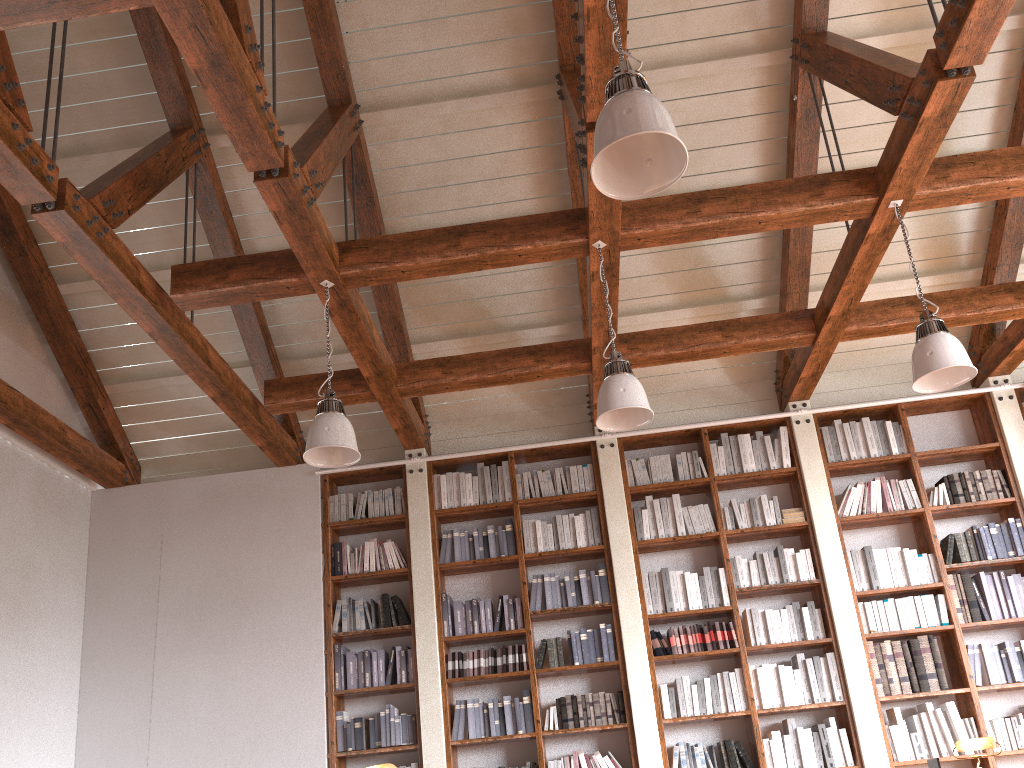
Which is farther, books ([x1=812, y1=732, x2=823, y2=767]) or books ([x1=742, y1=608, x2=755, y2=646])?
books ([x1=742, y1=608, x2=755, y2=646])

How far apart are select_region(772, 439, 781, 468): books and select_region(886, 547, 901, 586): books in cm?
102

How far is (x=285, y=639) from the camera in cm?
637

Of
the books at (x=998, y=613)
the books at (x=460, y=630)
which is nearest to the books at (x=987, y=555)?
the books at (x=998, y=613)

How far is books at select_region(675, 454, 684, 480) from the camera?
6.67m

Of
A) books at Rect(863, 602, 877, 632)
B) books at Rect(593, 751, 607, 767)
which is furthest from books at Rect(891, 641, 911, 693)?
books at Rect(593, 751, 607, 767)

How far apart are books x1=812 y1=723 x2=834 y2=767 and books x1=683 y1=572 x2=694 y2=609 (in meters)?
1.10

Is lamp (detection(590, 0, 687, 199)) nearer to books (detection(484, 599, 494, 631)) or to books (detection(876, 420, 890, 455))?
books (detection(484, 599, 494, 631))

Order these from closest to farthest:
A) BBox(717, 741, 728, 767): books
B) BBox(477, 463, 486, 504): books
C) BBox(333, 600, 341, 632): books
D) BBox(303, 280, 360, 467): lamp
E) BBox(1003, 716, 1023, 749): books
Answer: BBox(303, 280, 360, 467): lamp, BBox(1003, 716, 1023, 749): books, BBox(717, 741, 728, 767): books, BBox(333, 600, 341, 632): books, BBox(477, 463, 486, 504): books

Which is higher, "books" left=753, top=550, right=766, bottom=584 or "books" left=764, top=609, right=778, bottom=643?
"books" left=753, top=550, right=766, bottom=584
